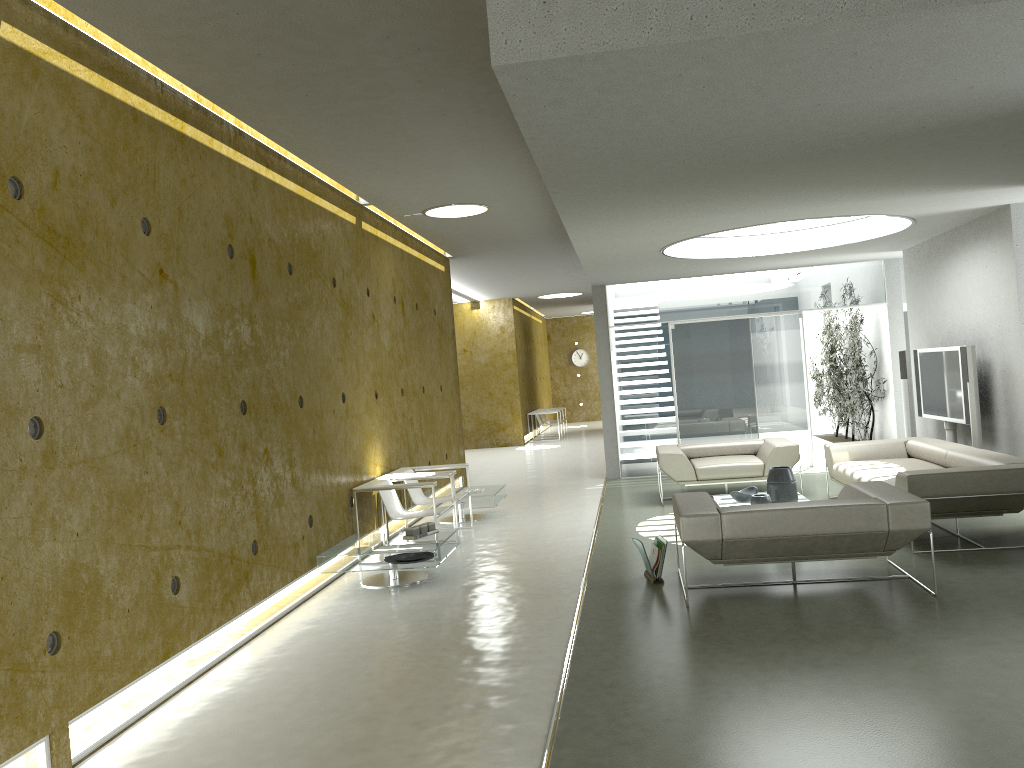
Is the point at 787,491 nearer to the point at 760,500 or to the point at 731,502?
the point at 760,500

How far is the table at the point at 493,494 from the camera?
9.3 meters

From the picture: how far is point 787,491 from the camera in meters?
7.9

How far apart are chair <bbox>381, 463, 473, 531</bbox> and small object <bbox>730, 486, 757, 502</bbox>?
2.6 meters

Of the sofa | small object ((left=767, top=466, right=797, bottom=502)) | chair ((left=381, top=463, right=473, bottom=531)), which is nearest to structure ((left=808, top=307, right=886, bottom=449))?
the sofa

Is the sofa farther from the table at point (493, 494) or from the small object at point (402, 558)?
the small object at point (402, 558)

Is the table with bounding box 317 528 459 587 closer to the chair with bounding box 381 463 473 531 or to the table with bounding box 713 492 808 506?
the chair with bounding box 381 463 473 531

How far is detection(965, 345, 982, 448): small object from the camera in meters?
8.3 m

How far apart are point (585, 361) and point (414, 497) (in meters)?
19.05

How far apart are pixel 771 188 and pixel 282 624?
4.5m
